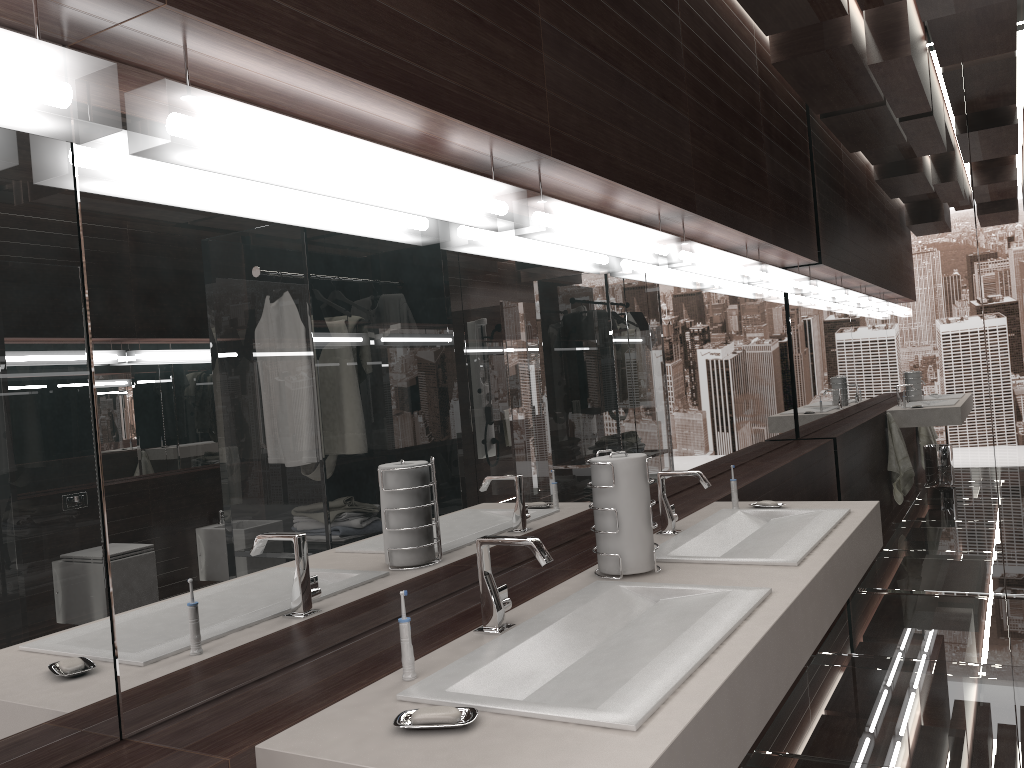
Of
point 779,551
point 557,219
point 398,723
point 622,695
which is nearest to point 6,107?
point 398,723

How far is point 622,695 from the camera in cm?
116

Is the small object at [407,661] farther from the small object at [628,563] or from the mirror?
the small object at [628,563]

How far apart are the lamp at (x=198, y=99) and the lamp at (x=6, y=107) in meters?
0.1 m

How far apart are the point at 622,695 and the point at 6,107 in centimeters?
101cm

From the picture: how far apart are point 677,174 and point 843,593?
1.4m

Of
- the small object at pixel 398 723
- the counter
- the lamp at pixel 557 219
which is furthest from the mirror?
the small object at pixel 398 723

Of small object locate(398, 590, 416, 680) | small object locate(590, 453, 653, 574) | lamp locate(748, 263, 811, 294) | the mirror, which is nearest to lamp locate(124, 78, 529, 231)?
the mirror

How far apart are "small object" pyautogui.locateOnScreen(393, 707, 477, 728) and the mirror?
0.3 meters

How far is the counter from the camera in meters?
1.0 m
